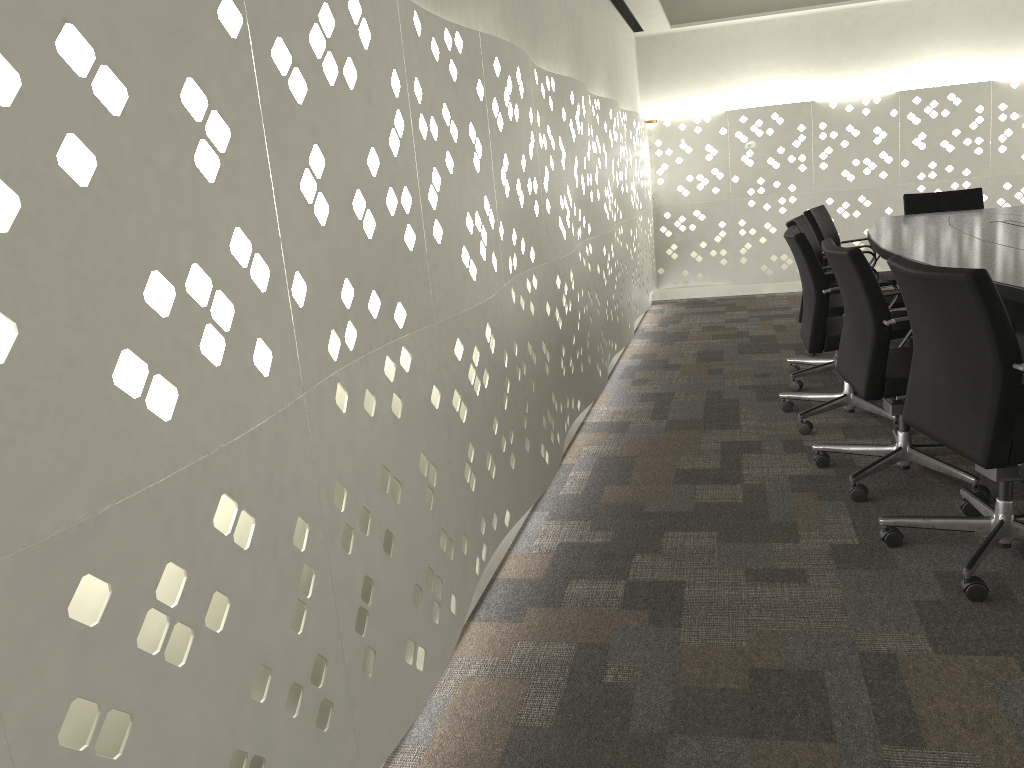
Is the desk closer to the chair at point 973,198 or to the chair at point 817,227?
the chair at point 817,227

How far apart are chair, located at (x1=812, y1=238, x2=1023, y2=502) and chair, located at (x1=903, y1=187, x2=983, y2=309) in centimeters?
253cm

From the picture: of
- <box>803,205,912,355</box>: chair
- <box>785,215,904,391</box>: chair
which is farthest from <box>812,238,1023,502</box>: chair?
<box>803,205,912,355</box>: chair

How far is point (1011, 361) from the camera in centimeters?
191cm

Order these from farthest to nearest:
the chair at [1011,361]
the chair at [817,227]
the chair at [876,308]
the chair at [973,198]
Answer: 1. the chair at [973,198]
2. the chair at [817,227]
3. the chair at [876,308]
4. the chair at [1011,361]

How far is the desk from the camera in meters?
2.5

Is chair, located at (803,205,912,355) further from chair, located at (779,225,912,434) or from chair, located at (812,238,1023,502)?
chair, located at (812,238,1023,502)

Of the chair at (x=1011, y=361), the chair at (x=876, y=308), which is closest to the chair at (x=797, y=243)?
the chair at (x=876, y=308)

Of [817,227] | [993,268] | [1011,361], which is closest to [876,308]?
[993,268]

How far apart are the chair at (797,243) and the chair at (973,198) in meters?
1.9
